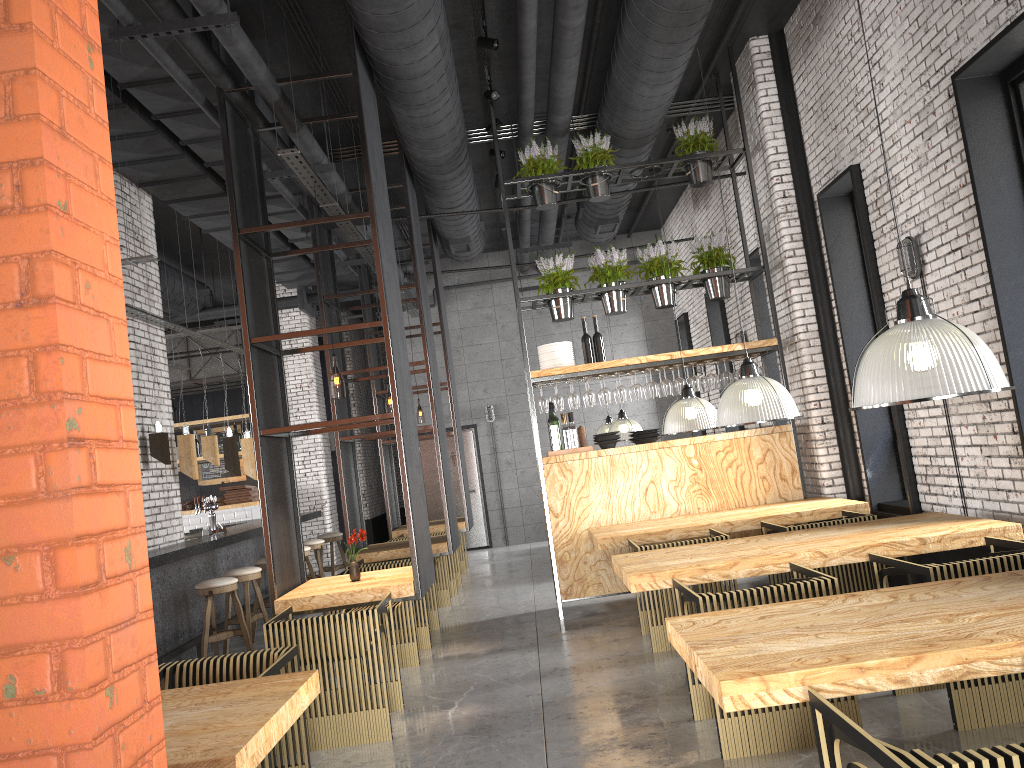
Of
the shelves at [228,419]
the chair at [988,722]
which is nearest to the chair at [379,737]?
the chair at [988,722]

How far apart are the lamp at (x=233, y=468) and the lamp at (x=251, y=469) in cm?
60

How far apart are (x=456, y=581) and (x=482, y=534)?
4.29m

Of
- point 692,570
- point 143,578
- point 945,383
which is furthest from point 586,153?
point 143,578

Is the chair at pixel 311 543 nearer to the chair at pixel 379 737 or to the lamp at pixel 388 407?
the lamp at pixel 388 407

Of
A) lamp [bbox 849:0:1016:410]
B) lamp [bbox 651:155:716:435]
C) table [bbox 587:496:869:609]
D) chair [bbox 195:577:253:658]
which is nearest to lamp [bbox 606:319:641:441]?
table [bbox 587:496:869:609]

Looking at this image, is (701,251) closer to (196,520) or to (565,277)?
(565,277)

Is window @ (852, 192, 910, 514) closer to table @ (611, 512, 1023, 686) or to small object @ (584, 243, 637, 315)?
table @ (611, 512, 1023, 686)

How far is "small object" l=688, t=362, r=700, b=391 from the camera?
8.12m

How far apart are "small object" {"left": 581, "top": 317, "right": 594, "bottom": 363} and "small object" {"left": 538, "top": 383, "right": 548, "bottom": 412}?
0.6m
